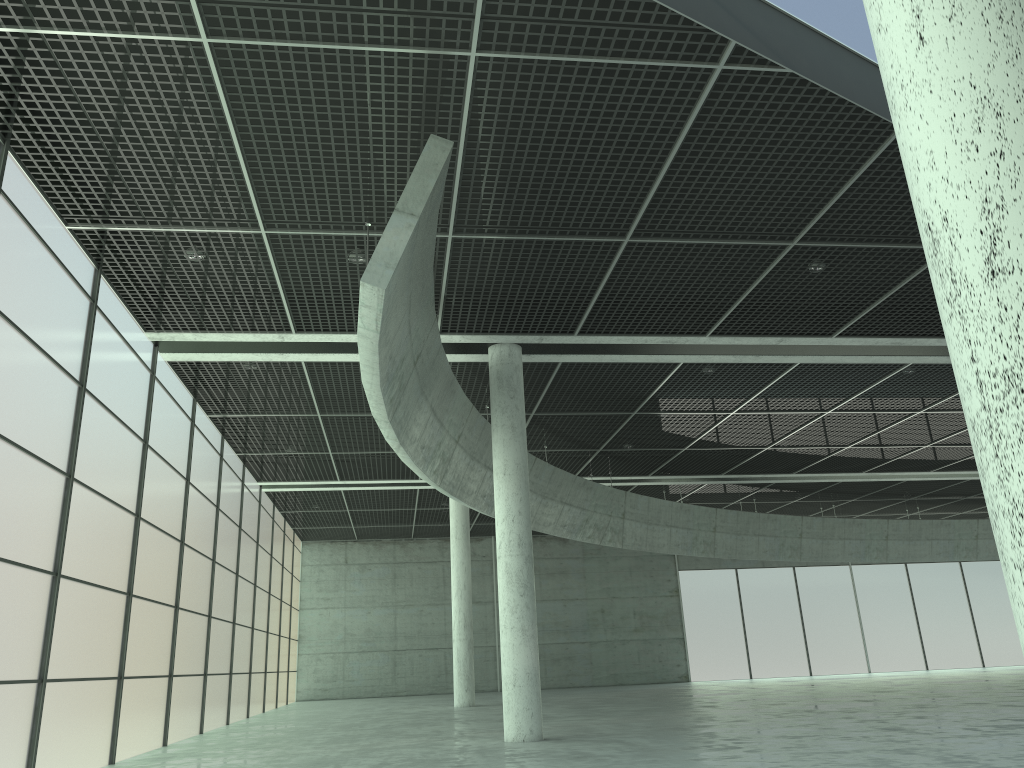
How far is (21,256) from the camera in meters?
19.4

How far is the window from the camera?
19.38m

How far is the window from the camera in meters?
19.4
